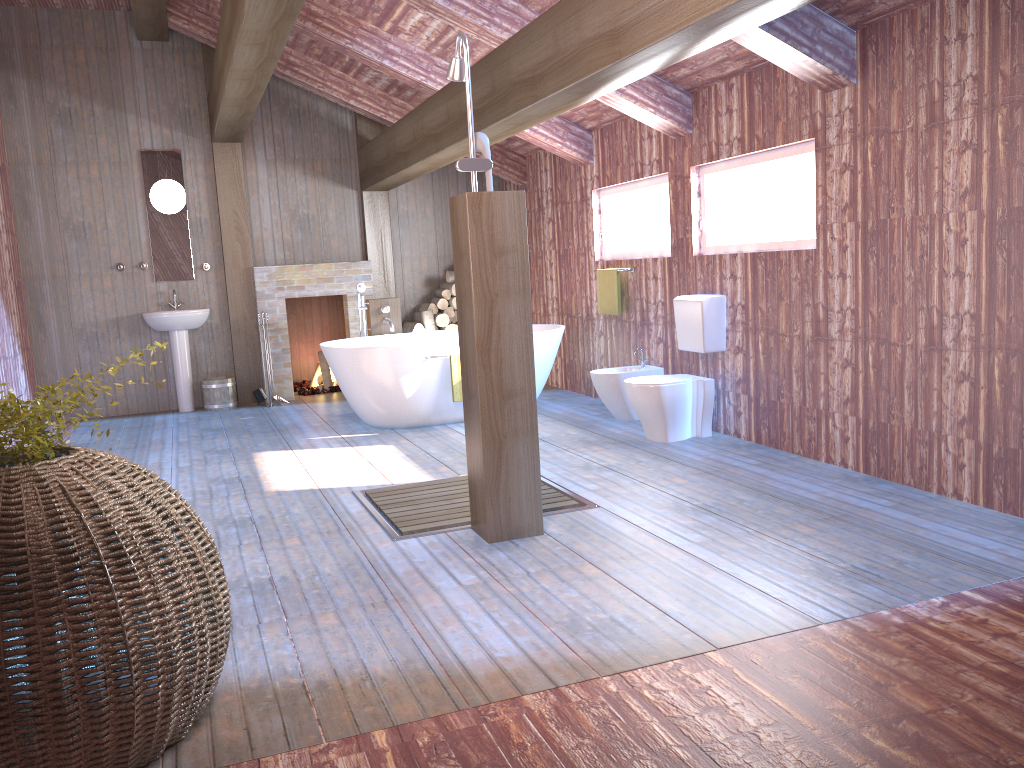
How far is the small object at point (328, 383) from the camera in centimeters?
904cm

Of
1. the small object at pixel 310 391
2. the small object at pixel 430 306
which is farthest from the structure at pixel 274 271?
the small object at pixel 430 306

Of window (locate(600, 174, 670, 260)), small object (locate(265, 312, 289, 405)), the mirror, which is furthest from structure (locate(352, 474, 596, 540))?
the mirror

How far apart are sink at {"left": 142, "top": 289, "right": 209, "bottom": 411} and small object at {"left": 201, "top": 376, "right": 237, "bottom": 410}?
0.16m

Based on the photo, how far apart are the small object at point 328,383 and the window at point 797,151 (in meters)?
4.55

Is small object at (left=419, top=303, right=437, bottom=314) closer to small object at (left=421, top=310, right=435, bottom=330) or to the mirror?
small object at (left=421, top=310, right=435, bottom=330)

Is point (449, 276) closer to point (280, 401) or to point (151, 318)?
point (280, 401)

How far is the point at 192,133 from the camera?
8.24m

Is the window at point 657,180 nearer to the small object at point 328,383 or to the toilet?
the toilet

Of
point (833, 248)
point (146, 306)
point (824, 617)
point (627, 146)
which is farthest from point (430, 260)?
point (824, 617)
